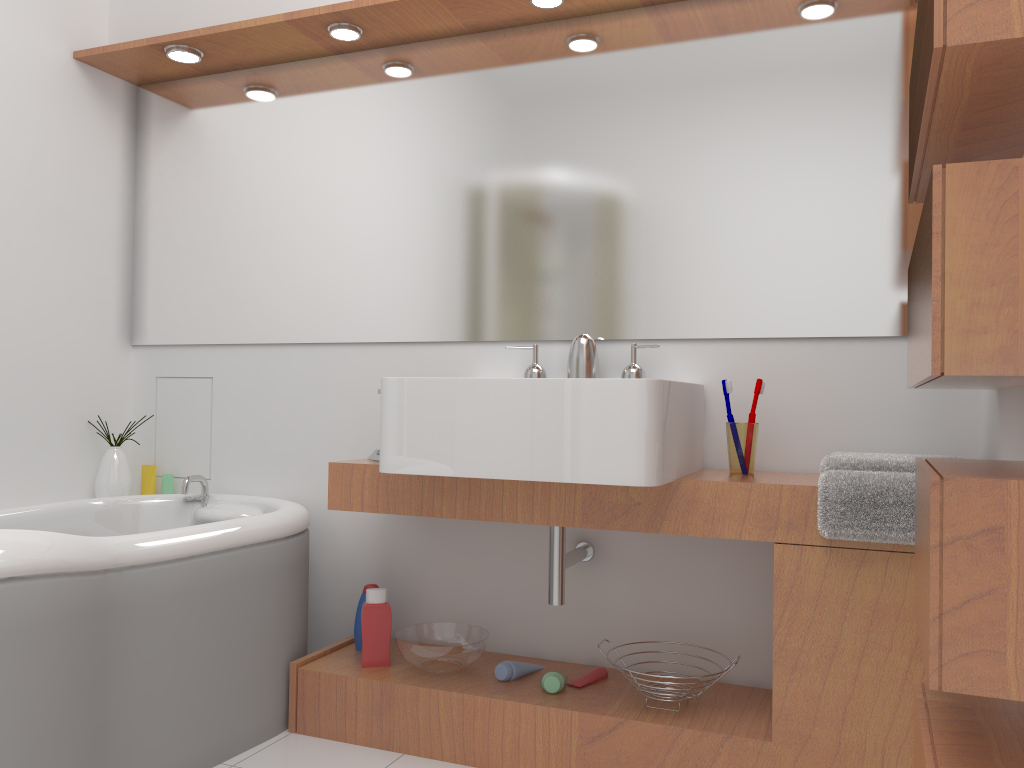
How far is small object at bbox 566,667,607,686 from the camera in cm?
220

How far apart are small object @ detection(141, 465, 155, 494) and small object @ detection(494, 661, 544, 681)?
1.4m

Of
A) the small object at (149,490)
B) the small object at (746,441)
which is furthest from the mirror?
the small object at (149,490)

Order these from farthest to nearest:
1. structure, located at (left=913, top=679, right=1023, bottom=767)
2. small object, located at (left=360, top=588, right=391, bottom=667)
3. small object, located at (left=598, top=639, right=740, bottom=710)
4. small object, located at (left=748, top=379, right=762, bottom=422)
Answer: small object, located at (left=360, top=588, right=391, bottom=667)
small object, located at (left=748, top=379, right=762, bottom=422)
small object, located at (left=598, top=639, right=740, bottom=710)
structure, located at (left=913, top=679, right=1023, bottom=767)

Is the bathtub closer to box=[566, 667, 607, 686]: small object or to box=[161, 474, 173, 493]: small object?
box=[161, 474, 173, 493]: small object

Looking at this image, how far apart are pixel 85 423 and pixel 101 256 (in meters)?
0.55

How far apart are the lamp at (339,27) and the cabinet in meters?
1.2 m

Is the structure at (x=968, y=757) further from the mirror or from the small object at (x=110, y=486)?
the small object at (x=110, y=486)

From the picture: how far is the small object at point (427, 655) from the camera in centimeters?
222cm

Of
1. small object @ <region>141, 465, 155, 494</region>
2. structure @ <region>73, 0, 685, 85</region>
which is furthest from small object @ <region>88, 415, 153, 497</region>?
structure @ <region>73, 0, 685, 85</region>
